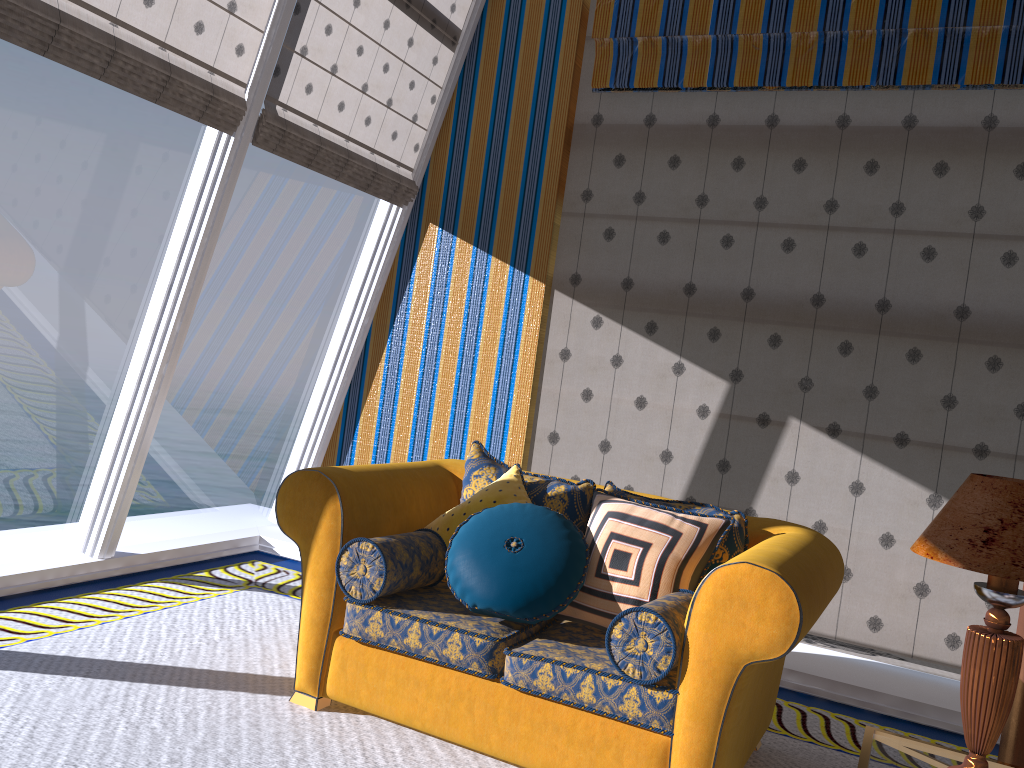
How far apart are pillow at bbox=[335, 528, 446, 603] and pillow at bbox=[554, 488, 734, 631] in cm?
48

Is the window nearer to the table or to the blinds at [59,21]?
the blinds at [59,21]

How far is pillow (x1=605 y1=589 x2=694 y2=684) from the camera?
2.46m

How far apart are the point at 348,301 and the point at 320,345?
16.4 meters

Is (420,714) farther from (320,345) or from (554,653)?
(320,345)

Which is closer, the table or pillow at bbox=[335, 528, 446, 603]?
the table

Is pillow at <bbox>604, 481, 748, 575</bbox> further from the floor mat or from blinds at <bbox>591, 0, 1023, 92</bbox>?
blinds at <bbox>591, 0, 1023, 92</bbox>

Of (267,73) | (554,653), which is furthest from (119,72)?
(554,653)

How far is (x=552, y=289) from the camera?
5.08m

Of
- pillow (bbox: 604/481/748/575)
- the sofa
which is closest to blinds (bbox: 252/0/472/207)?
the sofa
